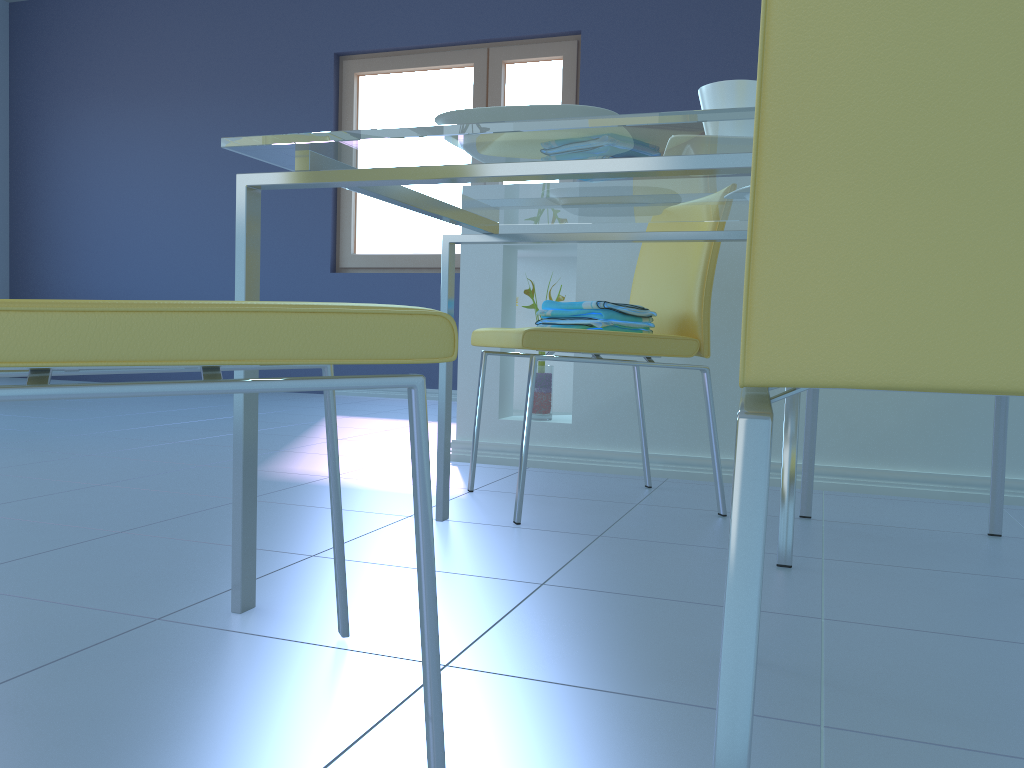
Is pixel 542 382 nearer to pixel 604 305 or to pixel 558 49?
pixel 604 305

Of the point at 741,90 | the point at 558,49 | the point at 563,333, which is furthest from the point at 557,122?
the point at 558,49

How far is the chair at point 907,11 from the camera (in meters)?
0.53

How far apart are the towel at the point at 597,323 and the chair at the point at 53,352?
0.88m

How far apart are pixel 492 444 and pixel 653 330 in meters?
0.7

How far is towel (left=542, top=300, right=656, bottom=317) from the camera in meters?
1.8 m

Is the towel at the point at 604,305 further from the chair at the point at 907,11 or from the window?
the window

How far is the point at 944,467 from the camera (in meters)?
2.14

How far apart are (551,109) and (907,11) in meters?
0.5 m

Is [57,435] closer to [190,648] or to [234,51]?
[190,648]
